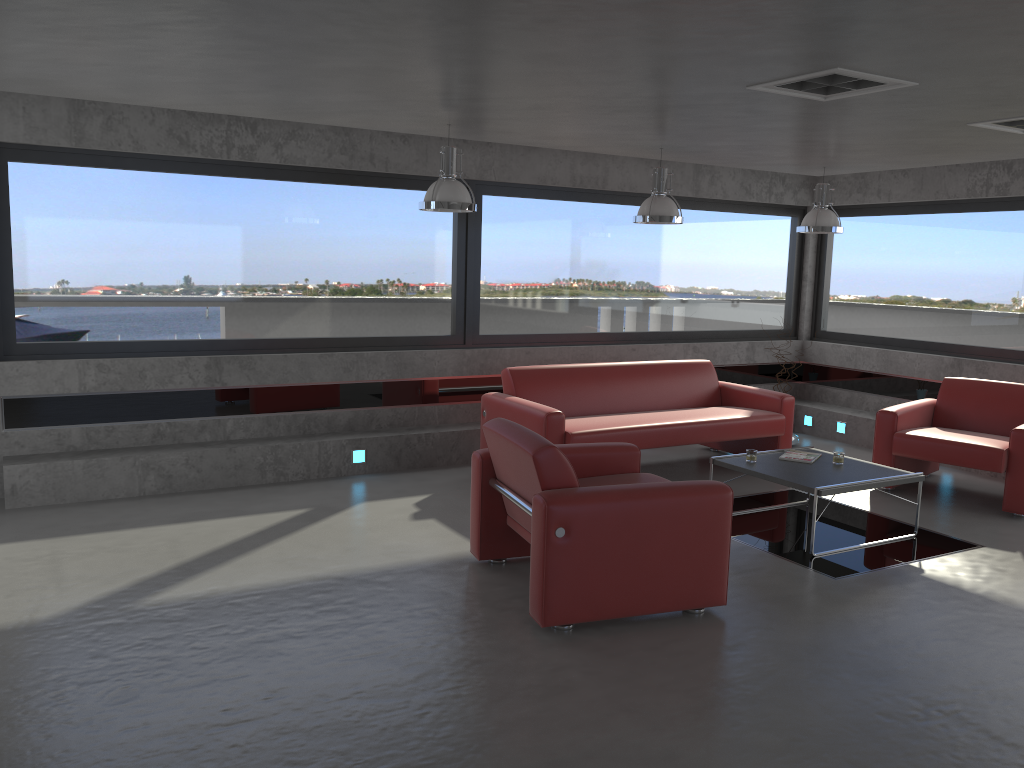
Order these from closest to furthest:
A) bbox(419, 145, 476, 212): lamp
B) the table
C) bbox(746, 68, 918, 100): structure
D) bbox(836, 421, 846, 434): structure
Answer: bbox(746, 68, 918, 100): structure < the table < bbox(419, 145, 476, 212): lamp < bbox(836, 421, 846, 434): structure

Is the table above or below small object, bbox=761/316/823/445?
above

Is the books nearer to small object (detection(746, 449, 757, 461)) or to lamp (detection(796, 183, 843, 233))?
small object (detection(746, 449, 757, 461))

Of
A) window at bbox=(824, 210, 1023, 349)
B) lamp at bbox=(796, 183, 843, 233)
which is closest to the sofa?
lamp at bbox=(796, 183, 843, 233)

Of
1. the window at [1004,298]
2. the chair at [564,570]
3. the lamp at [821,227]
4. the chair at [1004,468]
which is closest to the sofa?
the chair at [1004,468]

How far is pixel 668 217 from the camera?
6.67m

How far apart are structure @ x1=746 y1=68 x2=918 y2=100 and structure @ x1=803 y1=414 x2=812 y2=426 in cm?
546

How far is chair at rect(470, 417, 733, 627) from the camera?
4.17m

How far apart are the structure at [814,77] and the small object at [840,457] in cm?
258

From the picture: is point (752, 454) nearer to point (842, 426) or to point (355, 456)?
point (355, 456)
